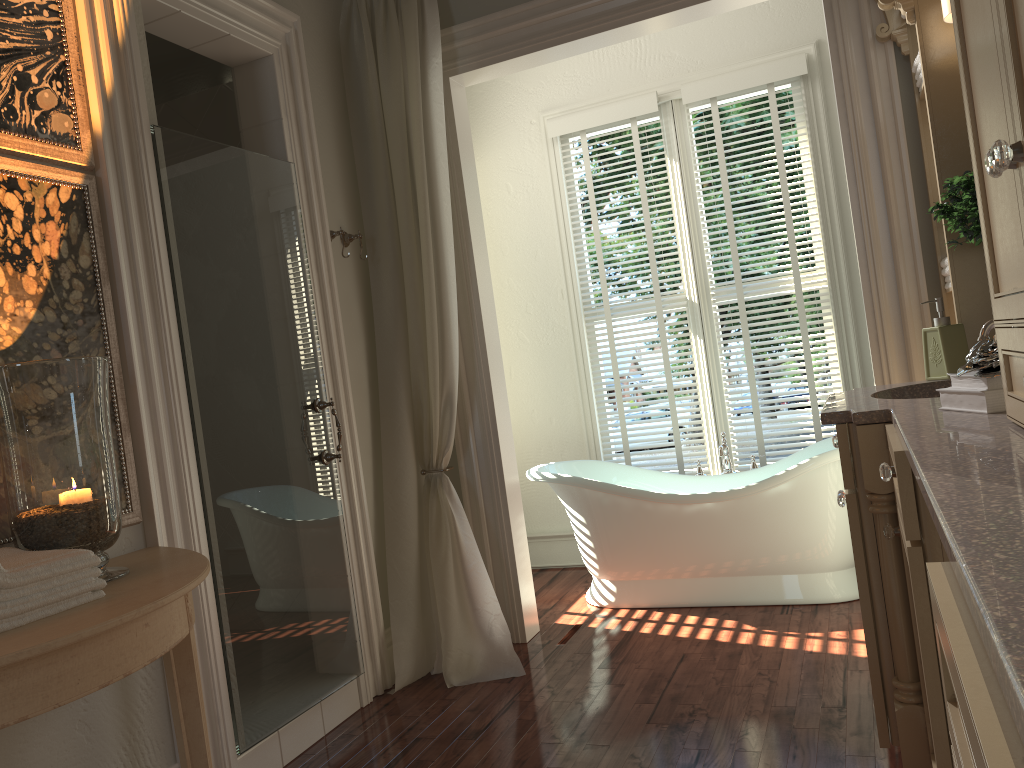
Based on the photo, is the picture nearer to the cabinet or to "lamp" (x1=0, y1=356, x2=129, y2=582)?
"lamp" (x1=0, y1=356, x2=129, y2=582)

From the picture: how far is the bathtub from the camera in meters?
3.7 m

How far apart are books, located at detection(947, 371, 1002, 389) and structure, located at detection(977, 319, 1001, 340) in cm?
58

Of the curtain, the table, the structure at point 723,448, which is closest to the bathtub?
the structure at point 723,448

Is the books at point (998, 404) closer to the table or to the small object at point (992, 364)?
the small object at point (992, 364)

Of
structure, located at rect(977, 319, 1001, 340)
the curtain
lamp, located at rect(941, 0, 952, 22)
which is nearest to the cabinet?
structure, located at rect(977, 319, 1001, 340)

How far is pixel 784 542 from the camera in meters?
3.7

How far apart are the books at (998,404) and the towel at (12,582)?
1.7 meters

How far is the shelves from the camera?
2.63m

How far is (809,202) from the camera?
4.3 meters
